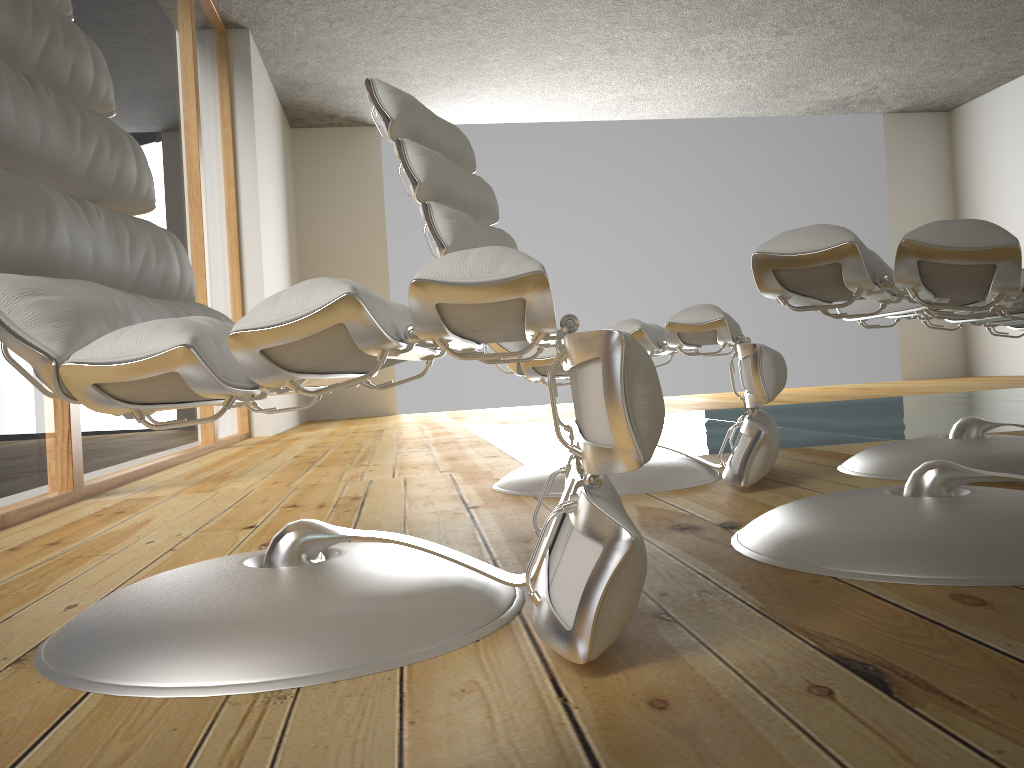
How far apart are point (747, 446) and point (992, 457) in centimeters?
50cm

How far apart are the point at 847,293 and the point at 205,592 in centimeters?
94cm

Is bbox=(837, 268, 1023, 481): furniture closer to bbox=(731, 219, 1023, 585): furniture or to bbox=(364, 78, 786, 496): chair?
bbox=(364, 78, 786, 496): chair

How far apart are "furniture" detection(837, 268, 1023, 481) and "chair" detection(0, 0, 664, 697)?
0.98m

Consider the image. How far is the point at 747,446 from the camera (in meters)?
1.78

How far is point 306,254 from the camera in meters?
7.4 m

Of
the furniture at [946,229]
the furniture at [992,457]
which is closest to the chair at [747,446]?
the furniture at [992,457]

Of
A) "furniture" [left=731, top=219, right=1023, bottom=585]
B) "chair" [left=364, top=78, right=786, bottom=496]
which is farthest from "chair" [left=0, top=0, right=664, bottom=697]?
"chair" [left=364, top=78, right=786, bottom=496]

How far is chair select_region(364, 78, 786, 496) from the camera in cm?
178

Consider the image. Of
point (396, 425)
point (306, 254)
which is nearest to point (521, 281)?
point (396, 425)
